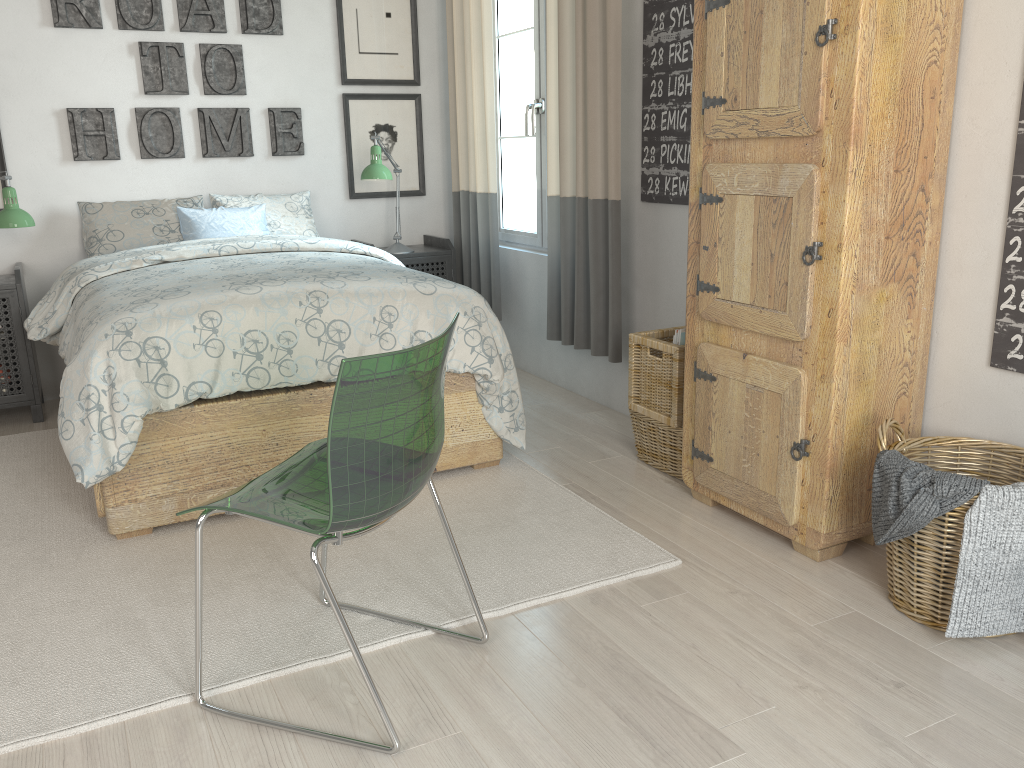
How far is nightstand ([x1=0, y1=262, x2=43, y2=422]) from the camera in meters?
3.6 m

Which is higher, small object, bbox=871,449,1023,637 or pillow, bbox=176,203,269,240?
pillow, bbox=176,203,269,240

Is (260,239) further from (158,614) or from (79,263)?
(158,614)

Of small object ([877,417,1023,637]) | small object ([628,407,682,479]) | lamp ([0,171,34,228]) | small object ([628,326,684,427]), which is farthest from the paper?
lamp ([0,171,34,228])

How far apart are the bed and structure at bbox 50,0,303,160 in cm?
74

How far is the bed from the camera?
2.4 meters

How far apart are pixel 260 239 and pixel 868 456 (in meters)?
2.51

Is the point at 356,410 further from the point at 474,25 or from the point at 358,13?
the point at 358,13

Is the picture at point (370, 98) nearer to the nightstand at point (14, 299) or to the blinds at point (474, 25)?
the blinds at point (474, 25)

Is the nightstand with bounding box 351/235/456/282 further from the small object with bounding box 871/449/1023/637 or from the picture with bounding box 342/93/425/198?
the small object with bounding box 871/449/1023/637
